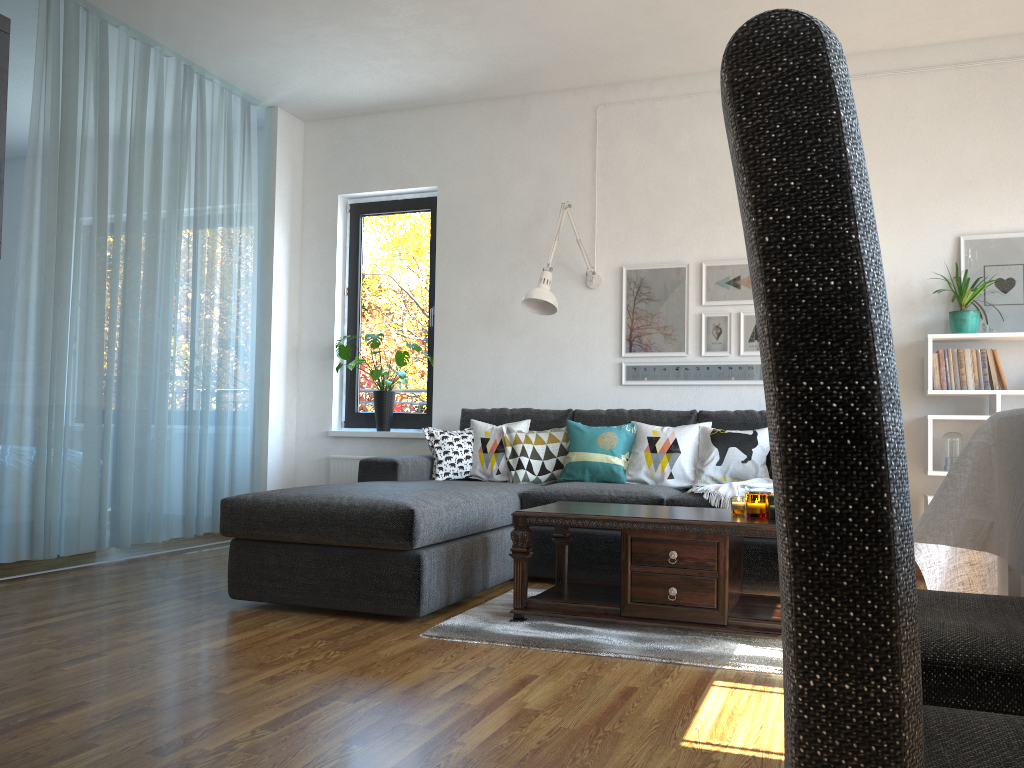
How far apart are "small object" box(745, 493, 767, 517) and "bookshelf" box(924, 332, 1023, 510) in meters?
1.7

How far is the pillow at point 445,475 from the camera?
4.7 meters

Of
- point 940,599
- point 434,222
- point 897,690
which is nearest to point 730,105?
point 897,690

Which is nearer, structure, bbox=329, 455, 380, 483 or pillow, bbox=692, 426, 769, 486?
pillow, bbox=692, 426, 769, 486

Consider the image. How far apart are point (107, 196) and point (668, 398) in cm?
319

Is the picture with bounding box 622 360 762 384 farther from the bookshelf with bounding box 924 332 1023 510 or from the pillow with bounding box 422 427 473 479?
the pillow with bounding box 422 427 473 479

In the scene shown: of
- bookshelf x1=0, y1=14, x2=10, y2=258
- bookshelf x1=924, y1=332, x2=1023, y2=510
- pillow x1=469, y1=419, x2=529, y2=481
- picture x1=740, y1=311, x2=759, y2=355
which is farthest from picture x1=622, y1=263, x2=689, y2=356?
bookshelf x1=0, y1=14, x2=10, y2=258

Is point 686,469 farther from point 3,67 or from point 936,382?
point 3,67

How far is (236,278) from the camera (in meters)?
5.46

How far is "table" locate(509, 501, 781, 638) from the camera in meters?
3.0 m
